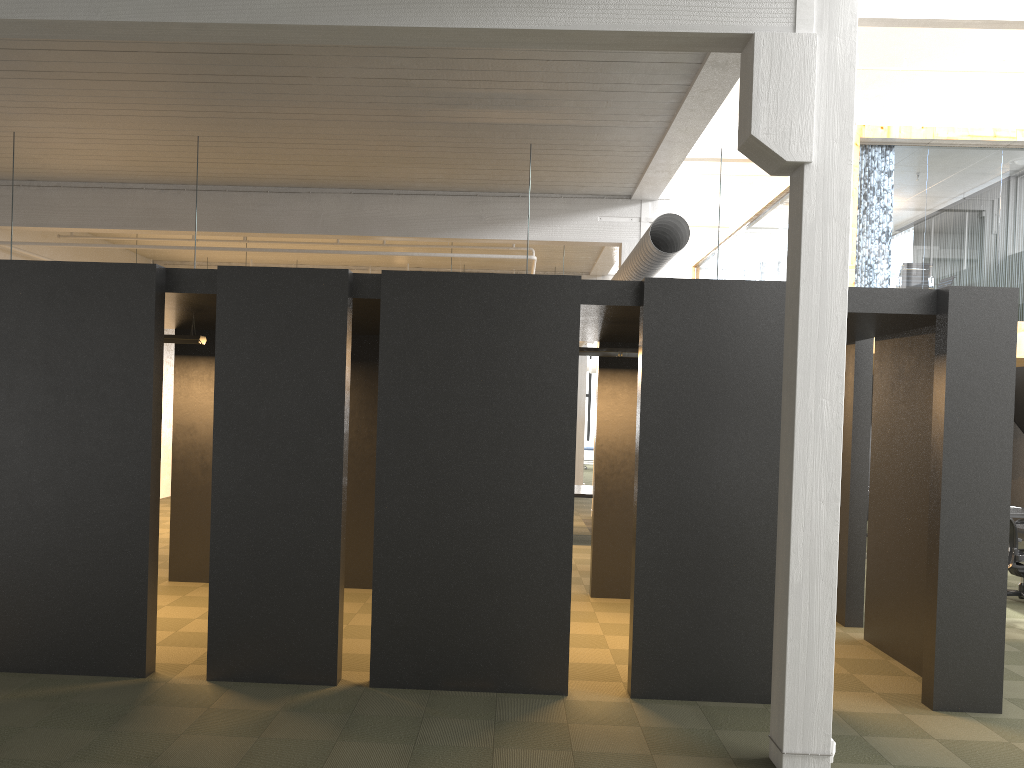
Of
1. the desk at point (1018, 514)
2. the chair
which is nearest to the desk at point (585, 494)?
the chair

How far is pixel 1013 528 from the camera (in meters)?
9.56

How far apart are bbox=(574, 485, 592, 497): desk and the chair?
5.4 meters

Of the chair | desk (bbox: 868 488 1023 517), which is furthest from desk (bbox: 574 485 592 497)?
desk (bbox: 868 488 1023 517)

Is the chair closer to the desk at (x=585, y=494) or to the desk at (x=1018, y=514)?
the desk at (x=1018, y=514)

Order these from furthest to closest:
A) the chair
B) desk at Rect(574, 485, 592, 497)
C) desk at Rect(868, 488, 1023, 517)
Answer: desk at Rect(574, 485, 592, 497) → desk at Rect(868, 488, 1023, 517) → the chair

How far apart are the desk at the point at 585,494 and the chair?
5.4 meters

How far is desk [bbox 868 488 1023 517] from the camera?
12.2 meters

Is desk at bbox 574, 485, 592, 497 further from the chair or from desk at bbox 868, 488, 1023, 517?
desk at bbox 868, 488, 1023, 517

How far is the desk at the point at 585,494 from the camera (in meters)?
12.93
